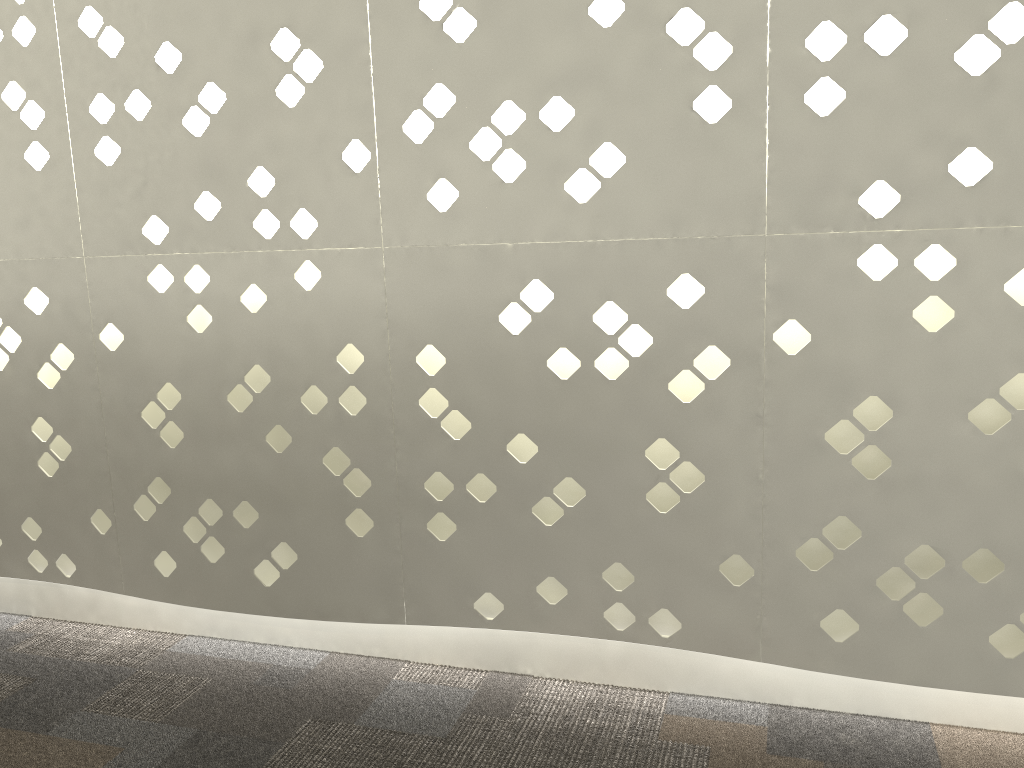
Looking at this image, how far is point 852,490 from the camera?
1.28m
